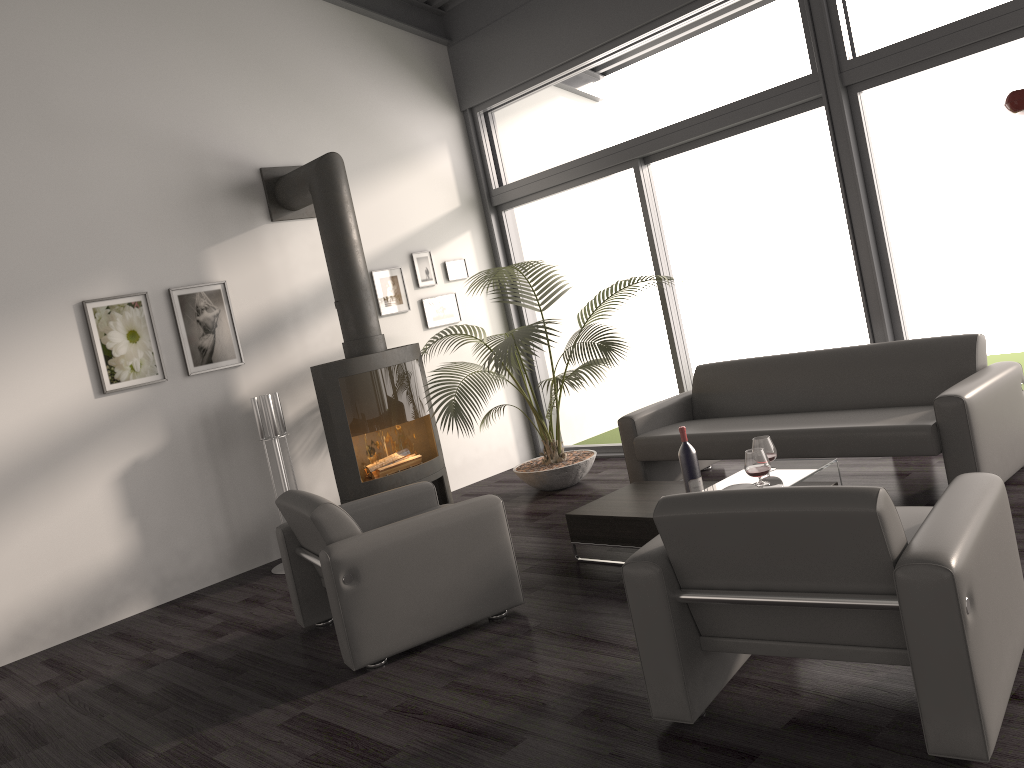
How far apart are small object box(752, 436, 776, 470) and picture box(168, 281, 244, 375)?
3.5m

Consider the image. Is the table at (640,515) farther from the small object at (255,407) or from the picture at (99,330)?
the picture at (99,330)

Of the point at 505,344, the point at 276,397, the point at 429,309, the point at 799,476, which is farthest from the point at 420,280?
the point at 799,476

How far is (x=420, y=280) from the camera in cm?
707

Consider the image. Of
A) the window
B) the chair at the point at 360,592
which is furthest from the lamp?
the chair at the point at 360,592

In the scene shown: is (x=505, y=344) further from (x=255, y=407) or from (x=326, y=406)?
(x=255, y=407)

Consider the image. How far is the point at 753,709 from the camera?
2.7 meters

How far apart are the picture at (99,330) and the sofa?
2.9 meters

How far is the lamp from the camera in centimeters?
356cm

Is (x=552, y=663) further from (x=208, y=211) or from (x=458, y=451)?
(x=208, y=211)
